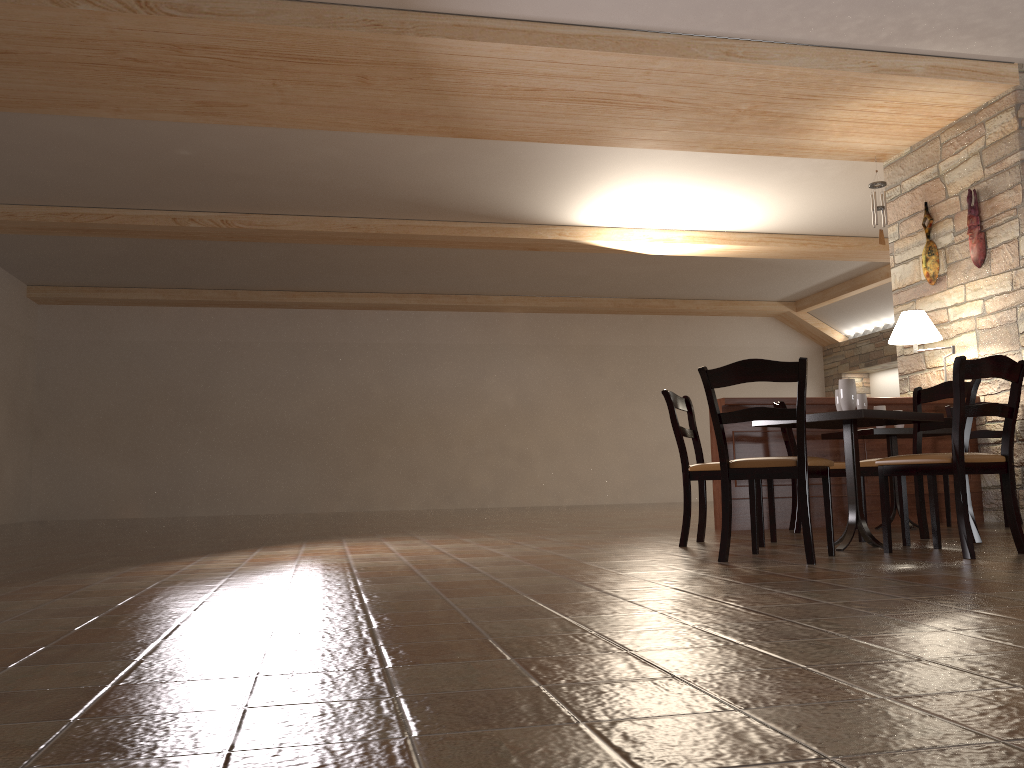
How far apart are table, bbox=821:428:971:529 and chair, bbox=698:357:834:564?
1.8m

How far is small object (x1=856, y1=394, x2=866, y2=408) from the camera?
4.4m

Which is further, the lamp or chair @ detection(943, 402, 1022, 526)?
the lamp

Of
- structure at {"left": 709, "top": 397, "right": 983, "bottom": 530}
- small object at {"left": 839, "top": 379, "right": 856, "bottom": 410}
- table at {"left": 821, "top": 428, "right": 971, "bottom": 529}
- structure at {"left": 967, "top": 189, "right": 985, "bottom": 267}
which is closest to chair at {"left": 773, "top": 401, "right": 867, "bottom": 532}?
structure at {"left": 709, "top": 397, "right": 983, "bottom": 530}

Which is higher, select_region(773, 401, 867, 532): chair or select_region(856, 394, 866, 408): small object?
select_region(856, 394, 866, 408): small object

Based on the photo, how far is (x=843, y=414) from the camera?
4.01m

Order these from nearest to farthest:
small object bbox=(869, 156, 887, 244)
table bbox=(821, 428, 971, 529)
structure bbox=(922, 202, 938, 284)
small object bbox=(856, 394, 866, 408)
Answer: small object bbox=(856, 394, 866, 408), table bbox=(821, 428, 971, 529), structure bbox=(922, 202, 938, 284), small object bbox=(869, 156, 887, 244)

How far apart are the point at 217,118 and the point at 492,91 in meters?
2.0 m

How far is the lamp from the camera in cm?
641

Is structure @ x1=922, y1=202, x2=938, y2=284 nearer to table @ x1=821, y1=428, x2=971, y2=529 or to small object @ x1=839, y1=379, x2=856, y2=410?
table @ x1=821, y1=428, x2=971, y2=529
